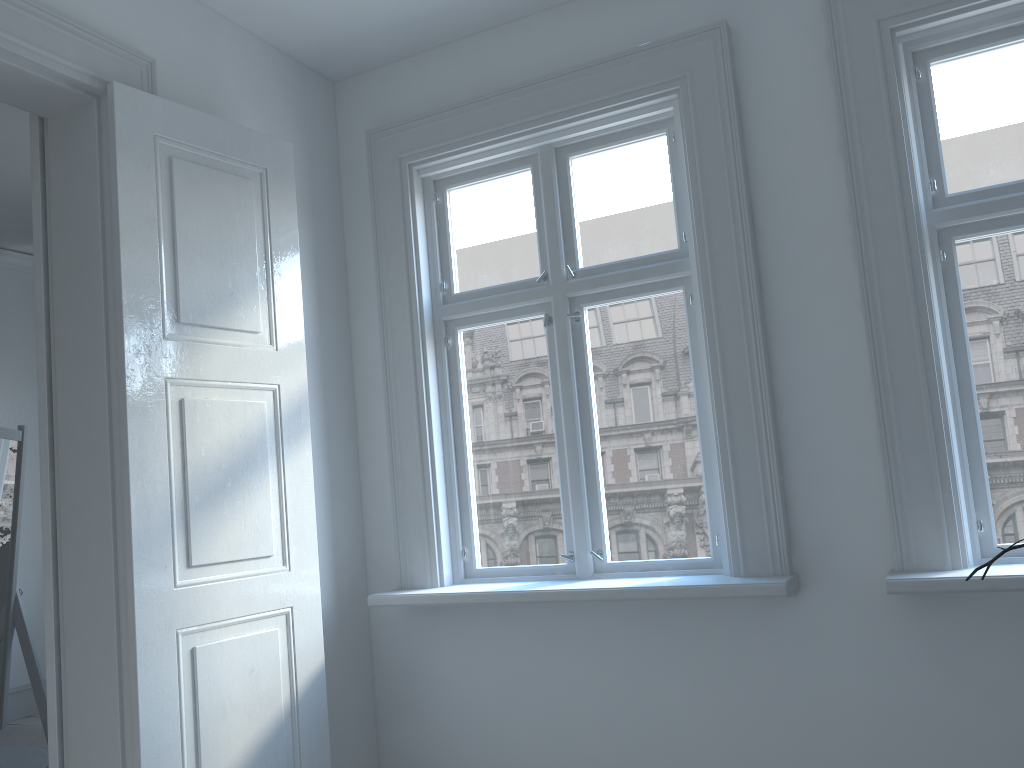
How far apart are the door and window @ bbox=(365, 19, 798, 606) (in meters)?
0.28

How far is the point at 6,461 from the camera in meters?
3.3

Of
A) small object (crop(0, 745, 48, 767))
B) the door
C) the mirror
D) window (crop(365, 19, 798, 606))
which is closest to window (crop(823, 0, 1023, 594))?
window (crop(365, 19, 798, 606))

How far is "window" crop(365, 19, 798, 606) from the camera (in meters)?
2.82

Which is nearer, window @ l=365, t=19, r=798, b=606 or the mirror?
window @ l=365, t=19, r=798, b=606

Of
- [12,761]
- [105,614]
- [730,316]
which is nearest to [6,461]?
[12,761]

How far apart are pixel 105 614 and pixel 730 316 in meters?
2.0

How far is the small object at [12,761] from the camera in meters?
3.0

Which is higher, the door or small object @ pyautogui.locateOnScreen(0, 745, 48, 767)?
the door

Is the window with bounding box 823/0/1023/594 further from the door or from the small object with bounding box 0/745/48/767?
the small object with bounding box 0/745/48/767
